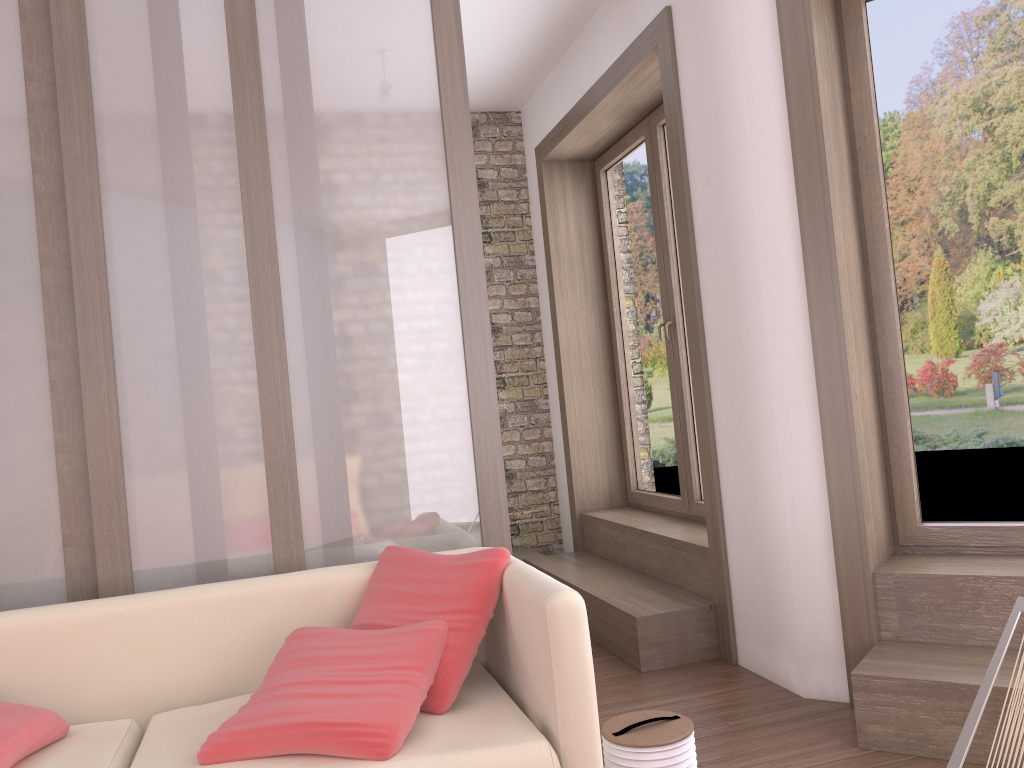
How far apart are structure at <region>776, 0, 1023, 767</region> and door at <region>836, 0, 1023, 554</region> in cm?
4

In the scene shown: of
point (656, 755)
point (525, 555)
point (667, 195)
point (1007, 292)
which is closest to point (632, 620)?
point (656, 755)

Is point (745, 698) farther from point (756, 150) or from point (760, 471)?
point (756, 150)

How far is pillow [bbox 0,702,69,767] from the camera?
2.1 meters

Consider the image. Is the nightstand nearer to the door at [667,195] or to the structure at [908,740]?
the door at [667,195]

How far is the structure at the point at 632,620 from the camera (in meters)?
3.87

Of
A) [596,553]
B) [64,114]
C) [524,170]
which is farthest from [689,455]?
[64,114]

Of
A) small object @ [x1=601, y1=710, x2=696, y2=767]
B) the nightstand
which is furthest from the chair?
the nightstand

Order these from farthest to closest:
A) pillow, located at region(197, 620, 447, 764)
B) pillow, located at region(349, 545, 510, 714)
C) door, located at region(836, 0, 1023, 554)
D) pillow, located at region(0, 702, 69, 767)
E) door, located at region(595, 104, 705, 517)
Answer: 1. door, located at region(595, 104, 705, 517)
2. door, located at region(836, 0, 1023, 554)
3. pillow, located at region(349, 545, 510, 714)
4. pillow, located at region(0, 702, 69, 767)
5. pillow, located at region(197, 620, 447, 764)

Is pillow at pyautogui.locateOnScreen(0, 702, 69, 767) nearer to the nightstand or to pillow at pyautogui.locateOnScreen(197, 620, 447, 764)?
pillow at pyautogui.locateOnScreen(197, 620, 447, 764)
